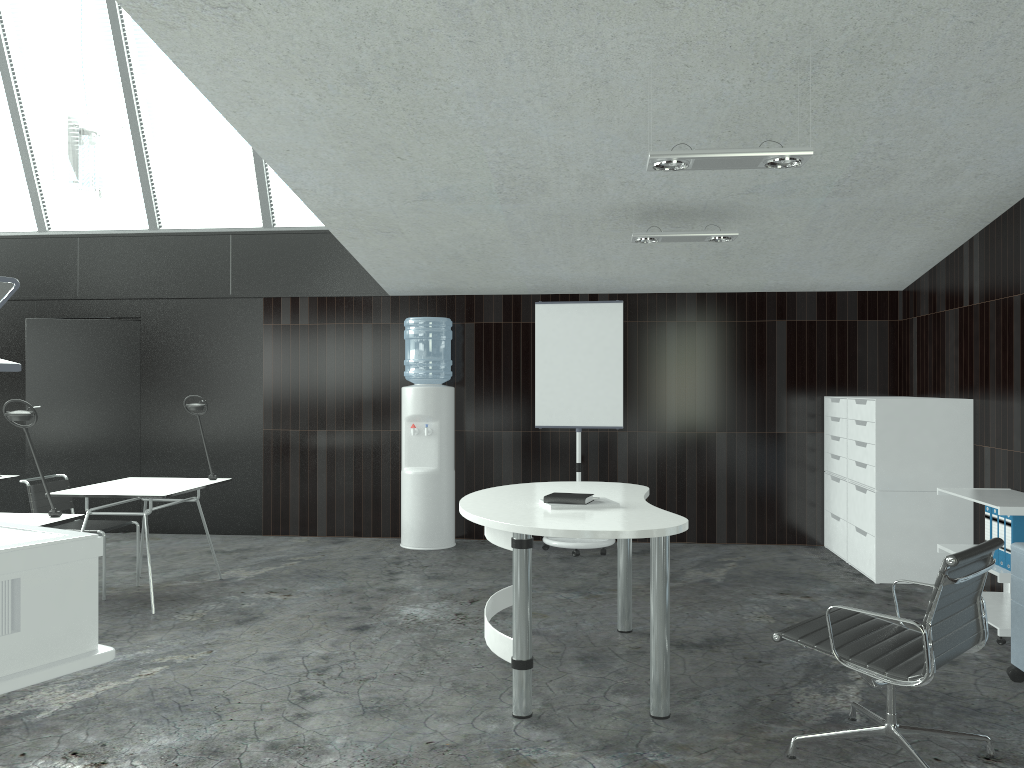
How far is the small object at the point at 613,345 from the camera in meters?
6.6 m

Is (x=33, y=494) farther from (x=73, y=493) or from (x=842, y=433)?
(x=842, y=433)

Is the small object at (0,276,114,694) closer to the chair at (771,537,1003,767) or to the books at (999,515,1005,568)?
the chair at (771,537,1003,767)

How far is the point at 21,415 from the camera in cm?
375

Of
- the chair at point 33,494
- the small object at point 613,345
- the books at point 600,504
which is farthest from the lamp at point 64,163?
the small object at point 613,345

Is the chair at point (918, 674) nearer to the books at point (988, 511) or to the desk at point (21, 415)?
the books at point (988, 511)

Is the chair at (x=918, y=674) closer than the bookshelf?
Yes

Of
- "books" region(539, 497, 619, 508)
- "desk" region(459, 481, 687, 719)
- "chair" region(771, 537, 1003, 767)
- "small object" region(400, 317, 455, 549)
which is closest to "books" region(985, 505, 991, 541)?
"chair" region(771, 537, 1003, 767)

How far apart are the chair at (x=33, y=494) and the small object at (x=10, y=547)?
3.39m

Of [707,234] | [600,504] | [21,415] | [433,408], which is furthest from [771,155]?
[433,408]
